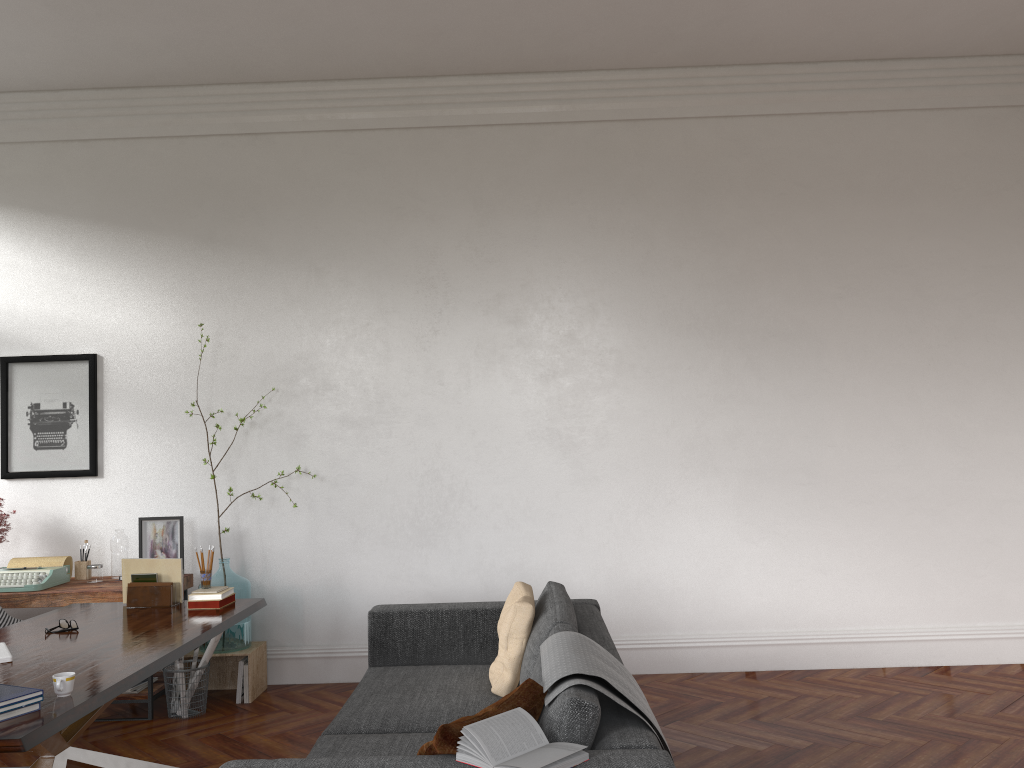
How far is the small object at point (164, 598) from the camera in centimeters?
437cm

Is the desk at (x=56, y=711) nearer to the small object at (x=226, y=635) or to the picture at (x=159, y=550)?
the small object at (x=226, y=635)

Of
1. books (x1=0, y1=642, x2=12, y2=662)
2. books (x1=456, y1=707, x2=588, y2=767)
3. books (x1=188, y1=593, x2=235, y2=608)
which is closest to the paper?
books (x1=188, y1=593, x2=235, y2=608)

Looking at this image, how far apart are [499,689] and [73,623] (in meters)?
1.88

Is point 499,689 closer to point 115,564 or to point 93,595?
point 93,595

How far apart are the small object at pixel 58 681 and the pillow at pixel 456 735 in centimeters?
116cm

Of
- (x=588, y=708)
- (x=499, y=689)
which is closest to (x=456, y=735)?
(x=588, y=708)

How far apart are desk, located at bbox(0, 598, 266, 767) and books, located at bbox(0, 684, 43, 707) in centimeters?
5cm

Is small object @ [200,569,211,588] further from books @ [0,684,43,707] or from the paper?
books @ [0,684,43,707]

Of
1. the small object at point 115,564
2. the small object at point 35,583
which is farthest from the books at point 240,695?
the small object at point 35,583
